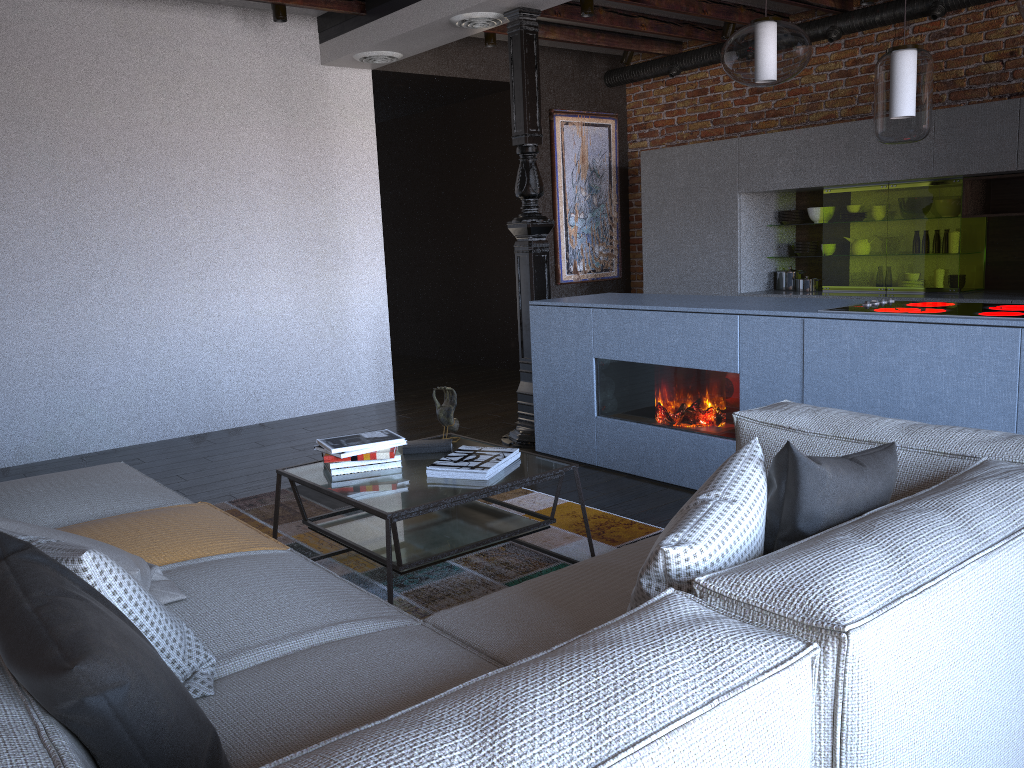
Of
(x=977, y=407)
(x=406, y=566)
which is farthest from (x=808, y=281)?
(x=406, y=566)

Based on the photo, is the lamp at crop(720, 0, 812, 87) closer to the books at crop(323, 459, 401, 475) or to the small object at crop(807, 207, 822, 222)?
the books at crop(323, 459, 401, 475)

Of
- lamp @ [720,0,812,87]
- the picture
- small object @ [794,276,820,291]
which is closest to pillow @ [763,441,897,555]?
lamp @ [720,0,812,87]

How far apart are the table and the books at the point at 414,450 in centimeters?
5cm

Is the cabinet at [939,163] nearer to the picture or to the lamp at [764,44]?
the picture

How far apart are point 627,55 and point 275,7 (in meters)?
3.01

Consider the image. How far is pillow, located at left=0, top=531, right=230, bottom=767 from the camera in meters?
1.1 m

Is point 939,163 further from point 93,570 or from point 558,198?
point 93,570

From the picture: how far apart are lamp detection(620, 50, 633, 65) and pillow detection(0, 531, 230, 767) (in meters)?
6.64

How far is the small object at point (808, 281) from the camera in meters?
6.3 m
